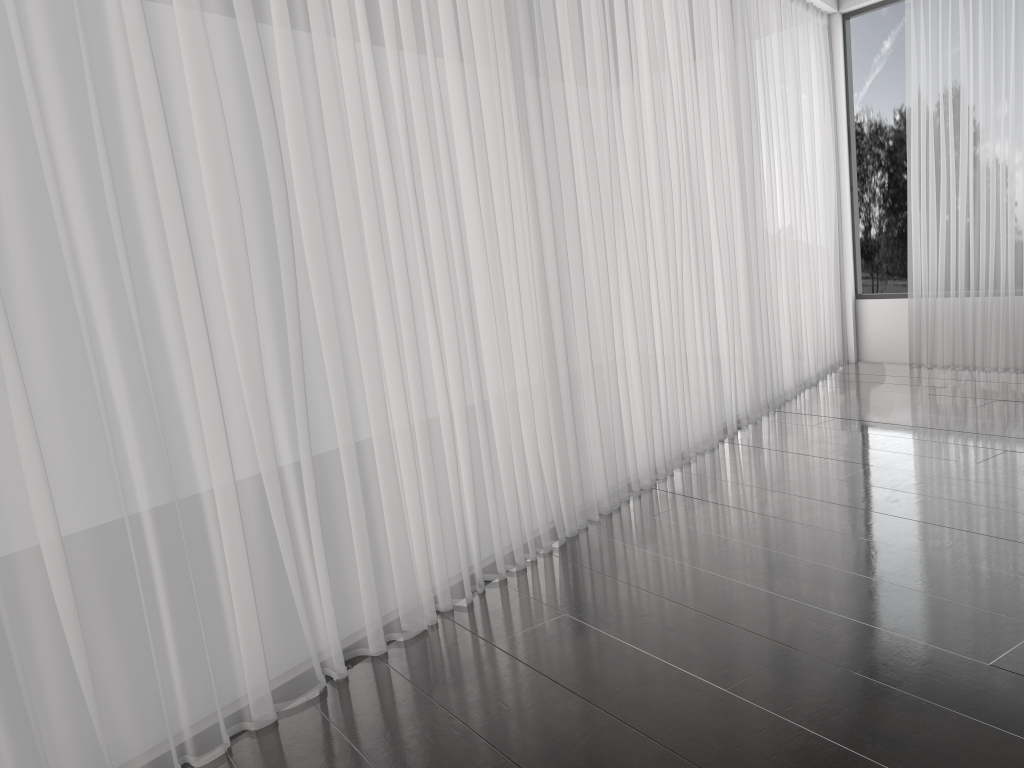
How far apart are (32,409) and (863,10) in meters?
6.7 m

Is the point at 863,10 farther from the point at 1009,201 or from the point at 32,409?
the point at 32,409

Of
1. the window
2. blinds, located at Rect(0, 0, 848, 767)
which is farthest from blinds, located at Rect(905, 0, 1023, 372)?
blinds, located at Rect(0, 0, 848, 767)

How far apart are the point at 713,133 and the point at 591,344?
1.8 meters

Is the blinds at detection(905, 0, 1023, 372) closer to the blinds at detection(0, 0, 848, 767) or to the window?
the window

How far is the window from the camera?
6.8 meters

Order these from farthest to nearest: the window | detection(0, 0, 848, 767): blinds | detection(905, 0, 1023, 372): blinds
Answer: the window
detection(905, 0, 1023, 372): blinds
detection(0, 0, 848, 767): blinds

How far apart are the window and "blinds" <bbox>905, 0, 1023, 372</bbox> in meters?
0.2

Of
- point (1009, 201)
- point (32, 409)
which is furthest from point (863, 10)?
point (32, 409)

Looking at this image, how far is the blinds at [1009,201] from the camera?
5.88m
